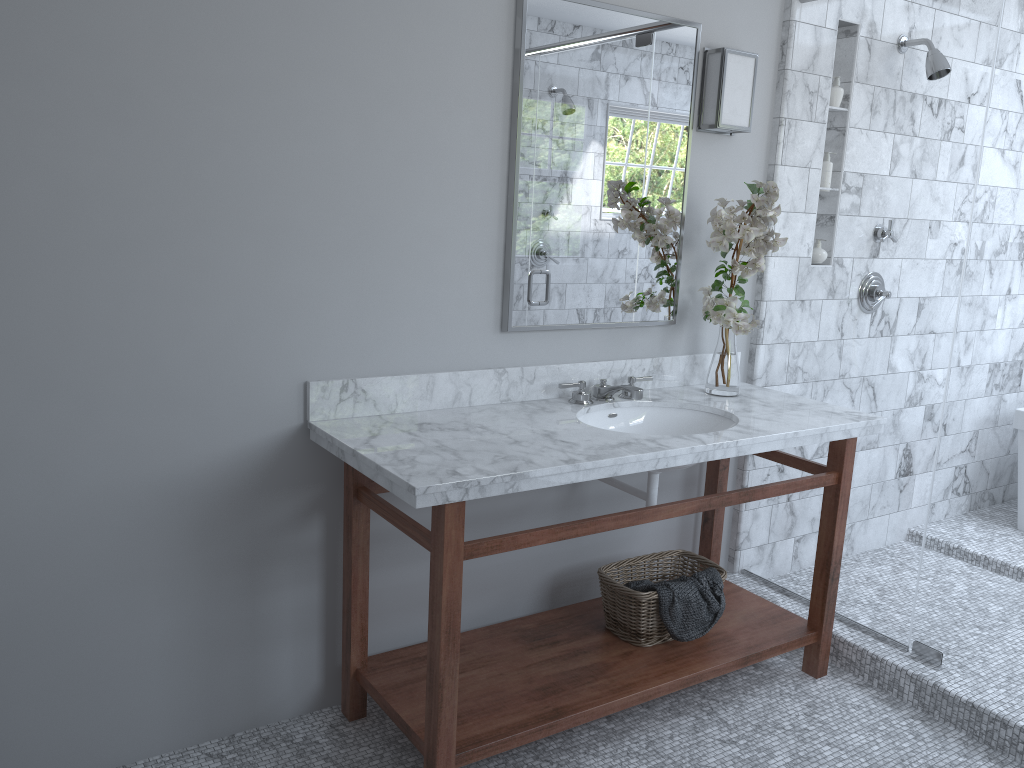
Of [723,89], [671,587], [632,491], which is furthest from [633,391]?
[723,89]

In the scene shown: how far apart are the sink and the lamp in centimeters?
94cm

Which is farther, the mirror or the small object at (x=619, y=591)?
the small object at (x=619, y=591)

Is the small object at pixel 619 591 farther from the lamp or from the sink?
the lamp

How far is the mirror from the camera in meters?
2.6

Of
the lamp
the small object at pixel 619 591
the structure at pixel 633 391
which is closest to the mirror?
the lamp

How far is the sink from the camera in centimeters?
275cm

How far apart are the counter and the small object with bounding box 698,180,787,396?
0.03m

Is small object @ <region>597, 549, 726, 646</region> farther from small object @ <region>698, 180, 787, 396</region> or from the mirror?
the mirror

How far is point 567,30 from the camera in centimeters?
258cm
